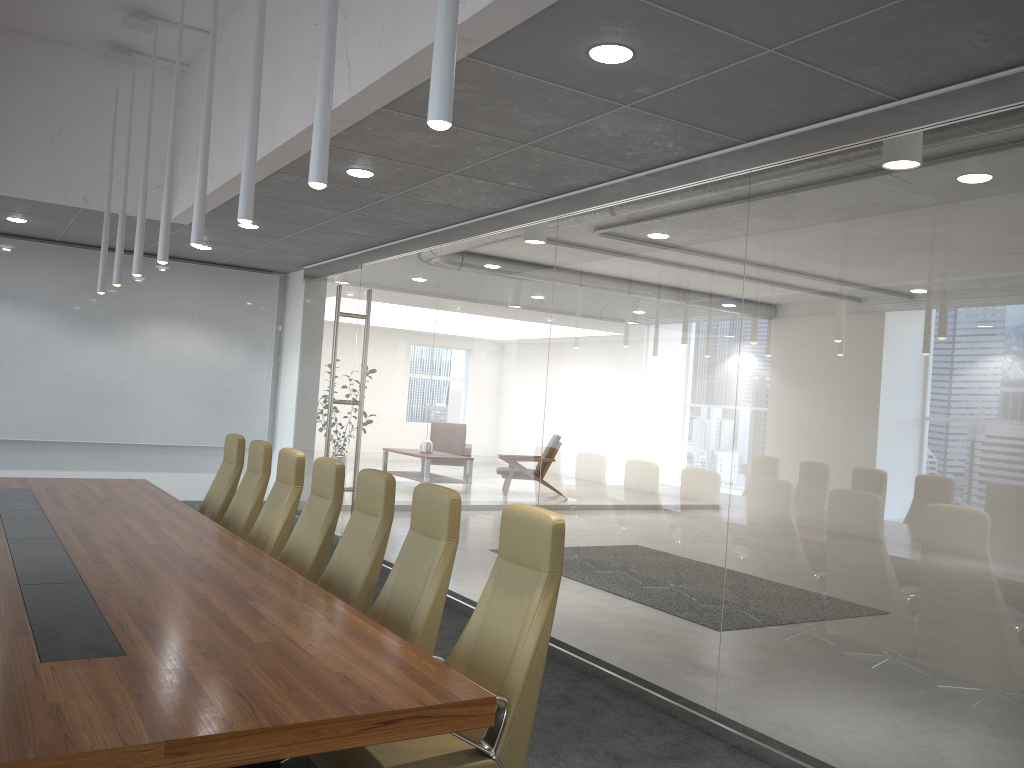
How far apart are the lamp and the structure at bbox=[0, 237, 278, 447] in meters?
3.3 m

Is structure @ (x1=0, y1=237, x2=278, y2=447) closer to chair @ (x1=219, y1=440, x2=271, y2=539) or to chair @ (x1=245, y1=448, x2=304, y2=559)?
chair @ (x1=219, y1=440, x2=271, y2=539)

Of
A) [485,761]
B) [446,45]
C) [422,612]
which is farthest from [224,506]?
[446,45]

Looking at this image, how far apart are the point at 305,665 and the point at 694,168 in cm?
395

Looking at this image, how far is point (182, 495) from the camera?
12.22m

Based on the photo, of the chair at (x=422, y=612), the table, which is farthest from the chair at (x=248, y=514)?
the chair at (x=422, y=612)

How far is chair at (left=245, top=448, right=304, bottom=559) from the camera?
6.38m

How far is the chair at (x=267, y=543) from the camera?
6.4 meters

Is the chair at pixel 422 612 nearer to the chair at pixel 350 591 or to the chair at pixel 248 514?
the chair at pixel 350 591

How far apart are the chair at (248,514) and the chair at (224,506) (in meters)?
0.31
